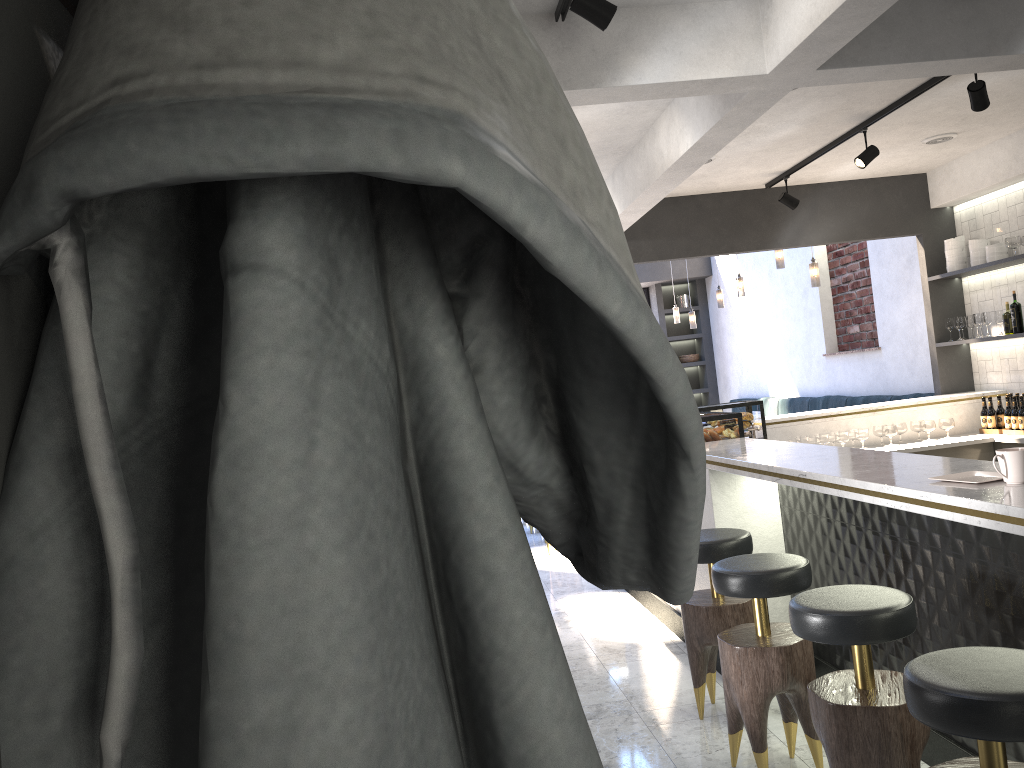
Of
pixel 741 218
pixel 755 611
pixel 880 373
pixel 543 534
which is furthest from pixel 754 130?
pixel 543 534

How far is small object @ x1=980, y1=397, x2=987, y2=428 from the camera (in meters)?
6.77

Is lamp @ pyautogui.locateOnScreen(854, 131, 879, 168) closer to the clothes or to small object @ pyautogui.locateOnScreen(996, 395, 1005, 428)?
small object @ pyautogui.locateOnScreen(996, 395, 1005, 428)

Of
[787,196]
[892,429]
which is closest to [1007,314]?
[892,429]

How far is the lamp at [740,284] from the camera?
9.7 meters

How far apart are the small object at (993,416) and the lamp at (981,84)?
3.00m

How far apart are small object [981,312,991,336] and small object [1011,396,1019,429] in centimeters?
76cm

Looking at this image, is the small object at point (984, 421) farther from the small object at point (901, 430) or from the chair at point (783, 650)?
the chair at point (783, 650)

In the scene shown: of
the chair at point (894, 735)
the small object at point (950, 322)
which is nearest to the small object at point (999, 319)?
the small object at point (950, 322)

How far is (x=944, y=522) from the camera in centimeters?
307cm
